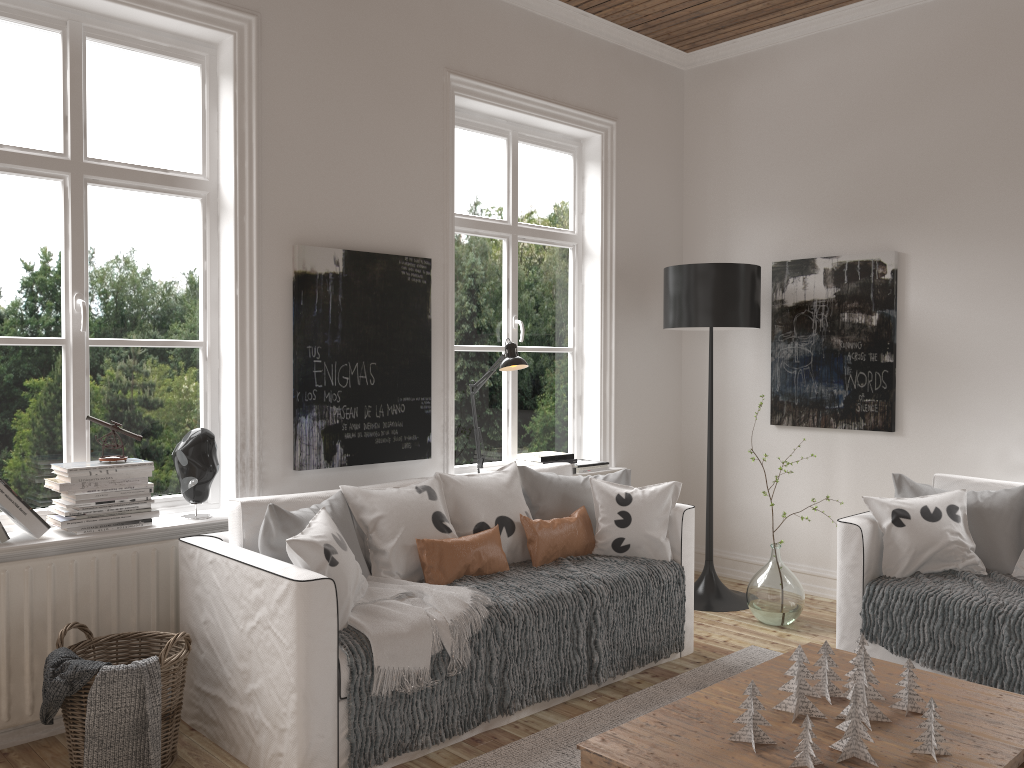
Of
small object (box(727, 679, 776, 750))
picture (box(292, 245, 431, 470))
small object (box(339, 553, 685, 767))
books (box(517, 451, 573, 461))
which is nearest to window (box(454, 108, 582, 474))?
books (box(517, 451, 573, 461))

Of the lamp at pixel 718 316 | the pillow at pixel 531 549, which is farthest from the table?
the lamp at pixel 718 316

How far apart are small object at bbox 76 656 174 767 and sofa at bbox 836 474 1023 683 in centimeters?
250cm

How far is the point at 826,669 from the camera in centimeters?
253cm

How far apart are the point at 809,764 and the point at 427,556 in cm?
158

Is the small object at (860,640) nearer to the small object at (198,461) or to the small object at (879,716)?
the small object at (879,716)

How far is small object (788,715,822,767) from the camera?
2.1 meters

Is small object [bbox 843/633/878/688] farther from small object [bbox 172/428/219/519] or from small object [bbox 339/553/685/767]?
small object [bbox 172/428/219/519]

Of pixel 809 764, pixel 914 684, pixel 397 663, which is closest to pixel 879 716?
pixel 914 684

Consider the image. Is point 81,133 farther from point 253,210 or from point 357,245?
point 357,245
